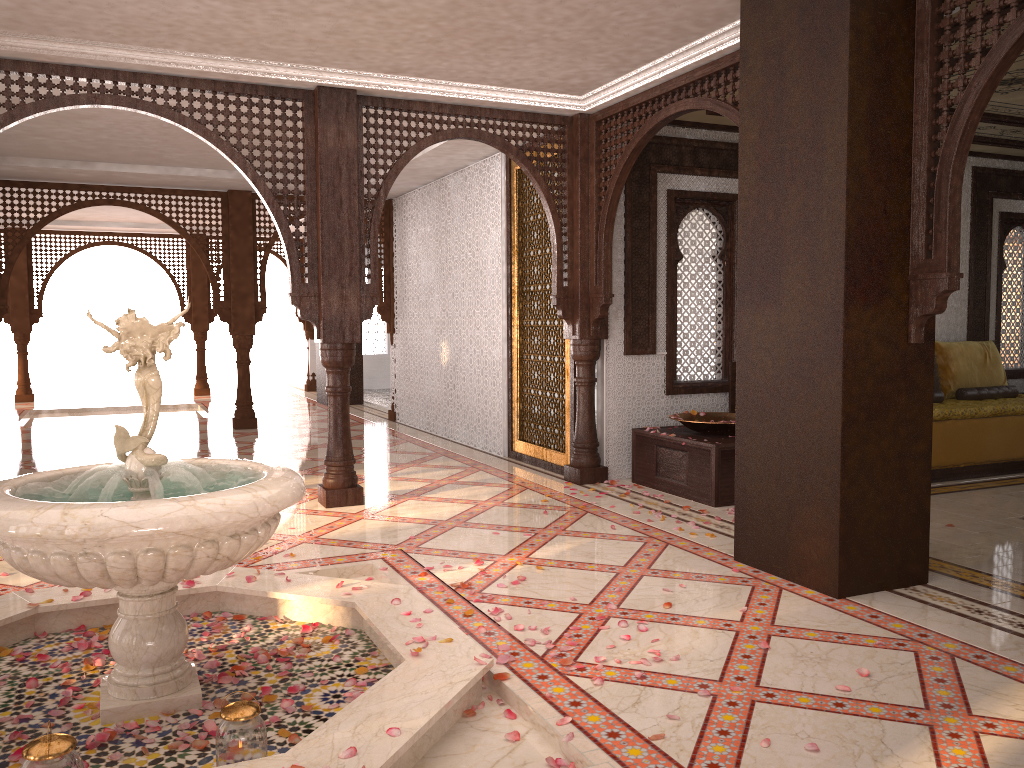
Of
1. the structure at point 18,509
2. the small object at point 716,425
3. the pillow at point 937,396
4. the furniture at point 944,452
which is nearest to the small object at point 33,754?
the structure at point 18,509

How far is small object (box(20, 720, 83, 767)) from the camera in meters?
2.0 m

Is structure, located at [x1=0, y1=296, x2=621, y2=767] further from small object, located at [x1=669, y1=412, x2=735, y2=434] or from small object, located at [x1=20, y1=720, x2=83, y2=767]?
small object, located at [x1=669, y1=412, x2=735, y2=434]

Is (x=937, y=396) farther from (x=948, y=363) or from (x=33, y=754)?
(x=33, y=754)

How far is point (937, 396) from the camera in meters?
7.5

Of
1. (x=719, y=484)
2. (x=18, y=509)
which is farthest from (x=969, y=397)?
(x=18, y=509)

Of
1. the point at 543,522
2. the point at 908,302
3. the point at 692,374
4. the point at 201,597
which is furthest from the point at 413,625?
the point at 692,374

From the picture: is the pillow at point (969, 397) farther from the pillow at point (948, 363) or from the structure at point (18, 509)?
the structure at point (18, 509)

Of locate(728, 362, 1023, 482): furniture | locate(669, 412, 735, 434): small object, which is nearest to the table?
locate(669, 412, 735, 434): small object

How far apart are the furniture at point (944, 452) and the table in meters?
0.6
